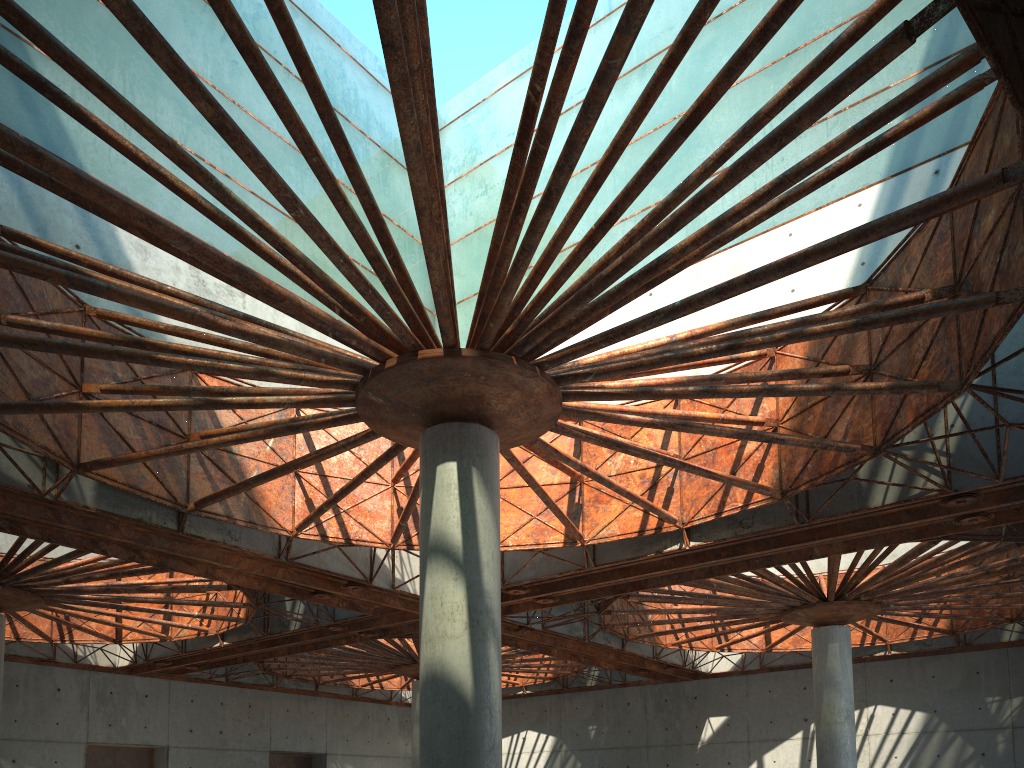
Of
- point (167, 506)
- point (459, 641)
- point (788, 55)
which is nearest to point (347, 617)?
point (167, 506)
